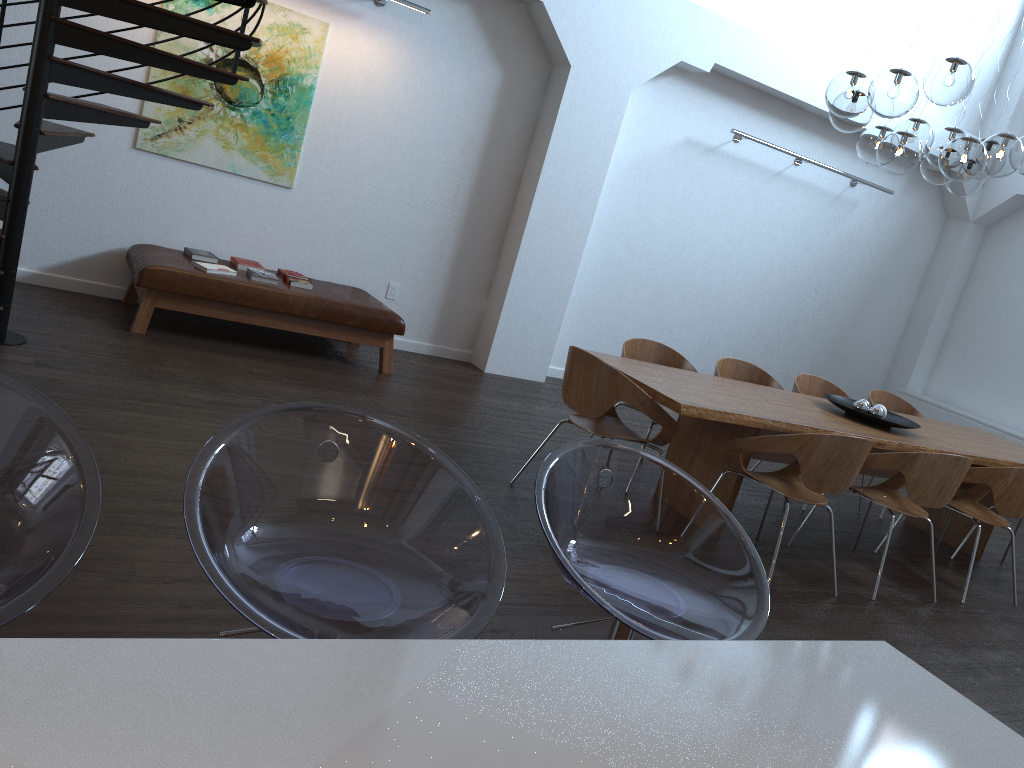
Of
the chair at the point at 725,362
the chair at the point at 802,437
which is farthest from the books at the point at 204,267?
the chair at the point at 802,437

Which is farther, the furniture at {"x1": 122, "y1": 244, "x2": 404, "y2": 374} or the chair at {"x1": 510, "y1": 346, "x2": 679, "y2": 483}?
the furniture at {"x1": 122, "y1": 244, "x2": 404, "y2": 374}

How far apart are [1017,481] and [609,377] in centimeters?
247cm

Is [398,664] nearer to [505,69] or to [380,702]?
[380,702]

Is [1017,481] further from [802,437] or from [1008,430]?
[1008,430]

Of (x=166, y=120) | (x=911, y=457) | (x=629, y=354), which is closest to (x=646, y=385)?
(x=629, y=354)

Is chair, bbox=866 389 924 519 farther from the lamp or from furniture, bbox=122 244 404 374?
furniture, bbox=122 244 404 374

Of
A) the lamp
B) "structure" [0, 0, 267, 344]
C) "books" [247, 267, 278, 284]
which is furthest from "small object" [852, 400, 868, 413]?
"structure" [0, 0, 267, 344]

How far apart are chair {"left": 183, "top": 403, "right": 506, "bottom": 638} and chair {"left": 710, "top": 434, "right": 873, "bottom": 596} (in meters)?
2.94

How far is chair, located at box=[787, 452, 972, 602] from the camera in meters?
4.5
